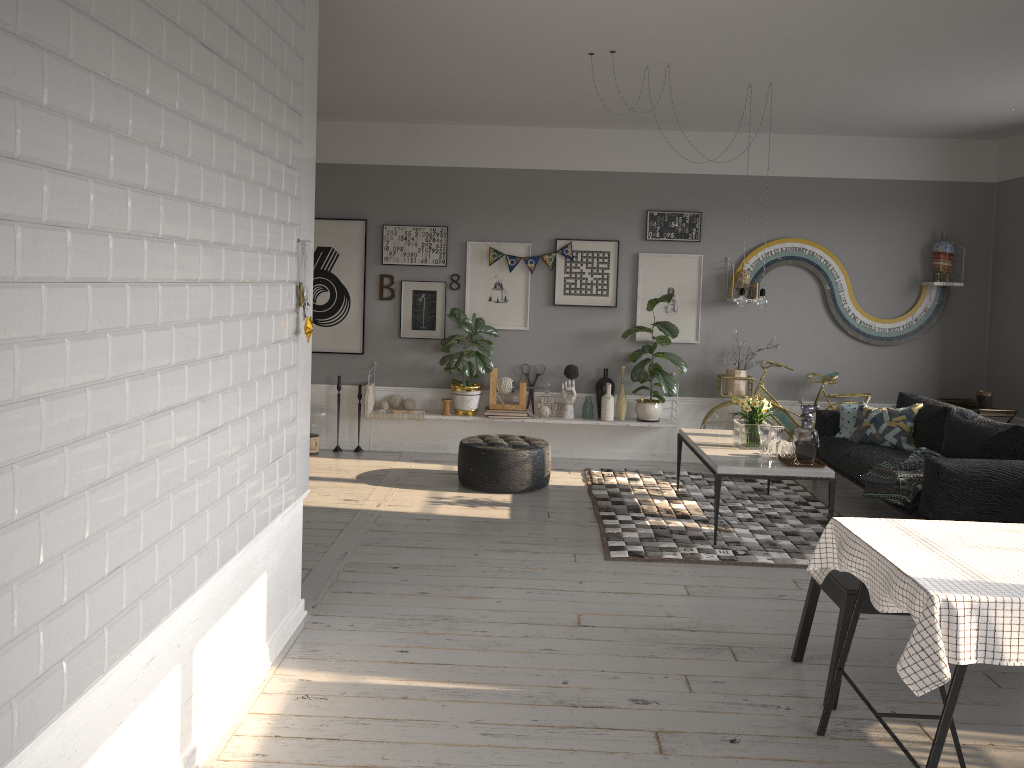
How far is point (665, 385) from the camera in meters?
7.7 m

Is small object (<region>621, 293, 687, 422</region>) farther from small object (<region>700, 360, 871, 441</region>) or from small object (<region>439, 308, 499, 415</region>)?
small object (<region>439, 308, 499, 415</region>)

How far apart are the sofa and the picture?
1.27m

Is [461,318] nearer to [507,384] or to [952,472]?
[507,384]

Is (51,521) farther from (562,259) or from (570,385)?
(562,259)

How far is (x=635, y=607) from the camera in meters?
4.5 m

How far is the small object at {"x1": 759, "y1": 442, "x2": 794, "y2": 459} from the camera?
5.7m

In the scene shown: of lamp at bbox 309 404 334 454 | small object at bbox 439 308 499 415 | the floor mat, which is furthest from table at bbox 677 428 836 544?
lamp at bbox 309 404 334 454

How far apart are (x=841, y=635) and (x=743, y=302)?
3.1m

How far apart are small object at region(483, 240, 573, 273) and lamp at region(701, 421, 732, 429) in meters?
1.9
